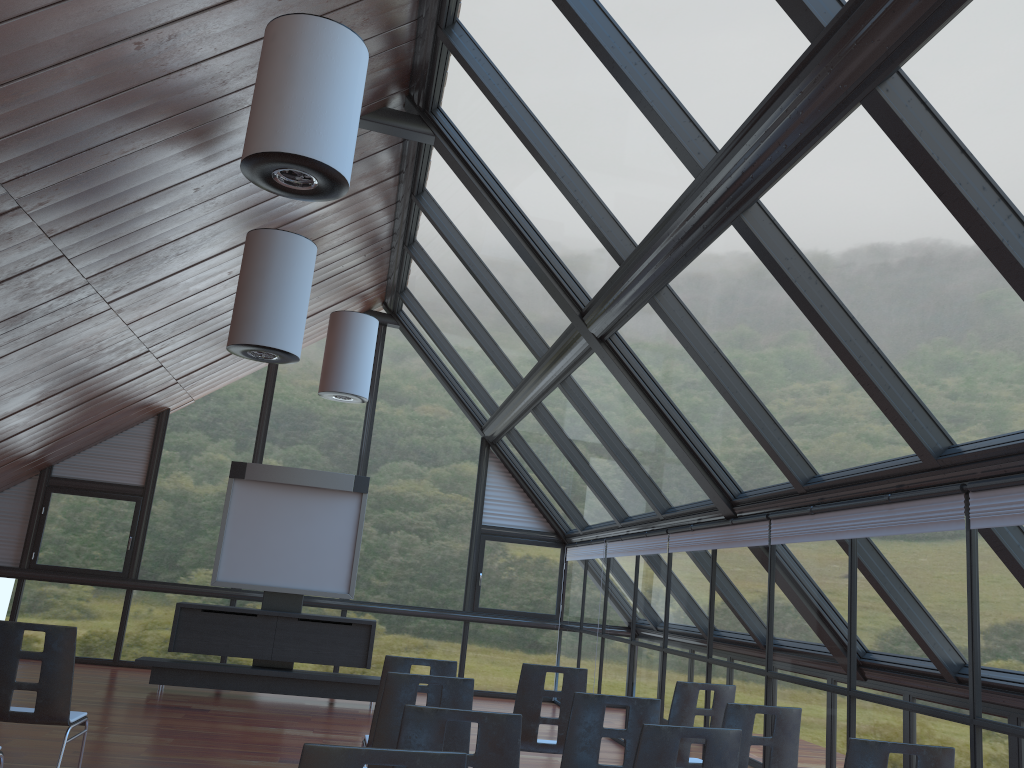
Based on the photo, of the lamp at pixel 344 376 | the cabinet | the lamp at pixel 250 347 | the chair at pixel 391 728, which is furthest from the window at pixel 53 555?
the chair at pixel 391 728

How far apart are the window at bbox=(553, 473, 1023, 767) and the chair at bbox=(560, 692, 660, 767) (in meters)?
1.80

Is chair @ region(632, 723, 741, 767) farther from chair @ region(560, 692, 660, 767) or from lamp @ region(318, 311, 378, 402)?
lamp @ region(318, 311, 378, 402)

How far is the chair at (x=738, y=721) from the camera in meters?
4.8

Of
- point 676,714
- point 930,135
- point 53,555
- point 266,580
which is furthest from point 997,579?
point 53,555

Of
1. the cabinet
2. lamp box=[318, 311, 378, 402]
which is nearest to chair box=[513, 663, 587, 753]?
the cabinet

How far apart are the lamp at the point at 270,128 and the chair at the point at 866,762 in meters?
4.1

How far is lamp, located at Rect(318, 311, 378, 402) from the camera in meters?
11.7 m

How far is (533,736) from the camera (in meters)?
6.08

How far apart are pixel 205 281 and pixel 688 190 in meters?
6.5
